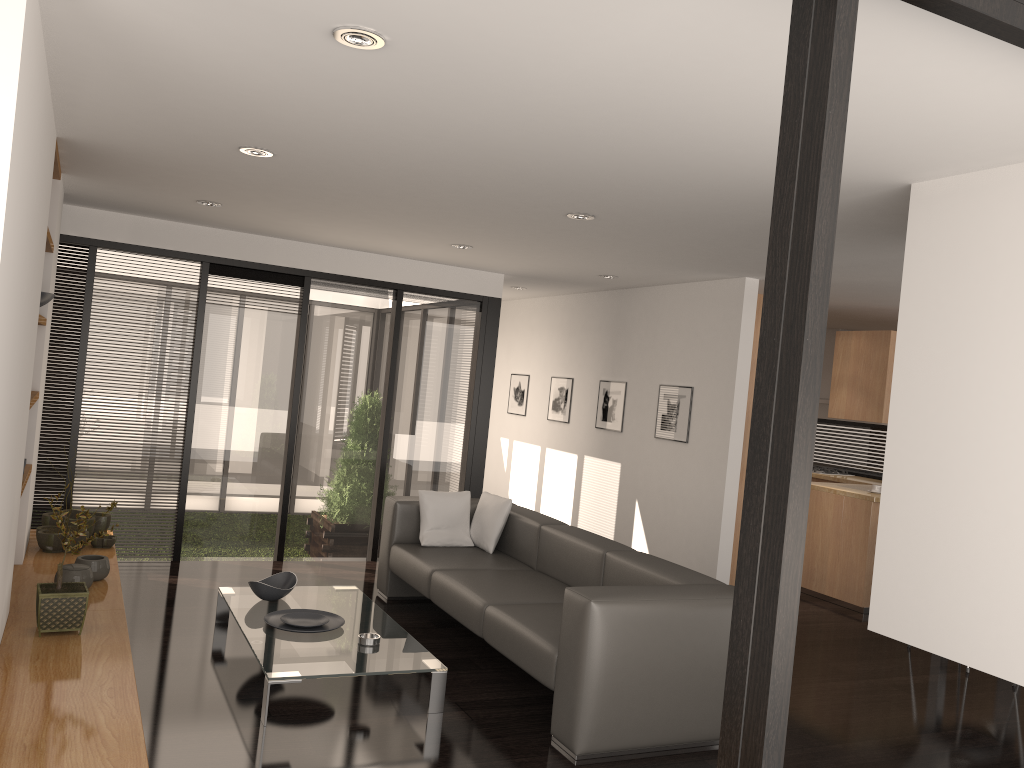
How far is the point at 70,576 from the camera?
4.4m

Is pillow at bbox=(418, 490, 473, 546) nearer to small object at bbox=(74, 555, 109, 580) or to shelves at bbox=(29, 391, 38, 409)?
small object at bbox=(74, 555, 109, 580)

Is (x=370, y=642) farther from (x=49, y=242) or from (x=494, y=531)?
(x=49, y=242)

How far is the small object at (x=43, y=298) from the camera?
4.5 meters

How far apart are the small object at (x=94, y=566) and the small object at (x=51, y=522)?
0.9 meters

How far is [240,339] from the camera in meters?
6.5

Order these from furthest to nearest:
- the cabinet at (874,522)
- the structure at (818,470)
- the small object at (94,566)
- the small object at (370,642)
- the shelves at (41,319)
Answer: the structure at (818,470), the cabinet at (874,522), the small object at (94,566), the shelves at (41,319), the small object at (370,642)

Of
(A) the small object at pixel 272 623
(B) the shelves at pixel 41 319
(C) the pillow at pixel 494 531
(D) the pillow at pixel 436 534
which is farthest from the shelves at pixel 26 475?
(C) the pillow at pixel 494 531

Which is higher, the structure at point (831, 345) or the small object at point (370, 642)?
the structure at point (831, 345)

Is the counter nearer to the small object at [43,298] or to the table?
the table
